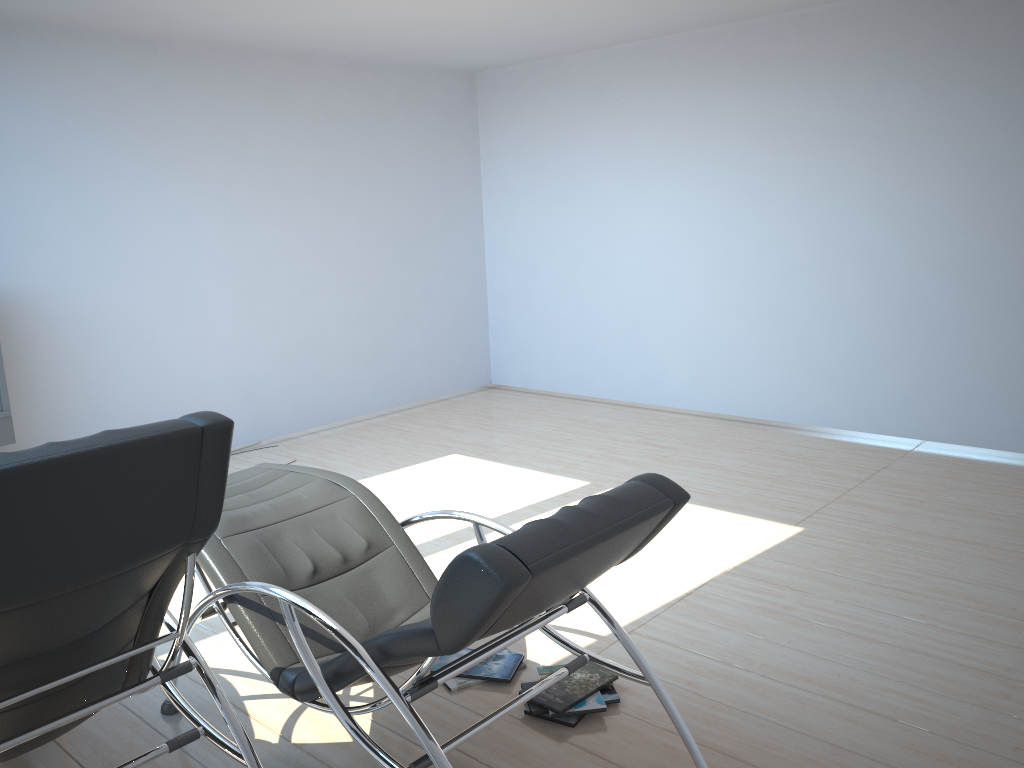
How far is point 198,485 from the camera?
2.05m

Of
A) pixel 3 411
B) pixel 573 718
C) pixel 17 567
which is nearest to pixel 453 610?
pixel 17 567

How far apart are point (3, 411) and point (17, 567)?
3.8 meters

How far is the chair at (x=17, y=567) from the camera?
1.8m

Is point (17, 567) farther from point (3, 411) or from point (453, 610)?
point (3, 411)

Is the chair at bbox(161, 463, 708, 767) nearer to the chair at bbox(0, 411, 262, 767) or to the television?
the chair at bbox(0, 411, 262, 767)

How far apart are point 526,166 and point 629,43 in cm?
142

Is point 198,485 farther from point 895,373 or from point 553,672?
point 895,373

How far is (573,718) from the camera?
2.95m

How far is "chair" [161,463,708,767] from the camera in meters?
2.0 m
